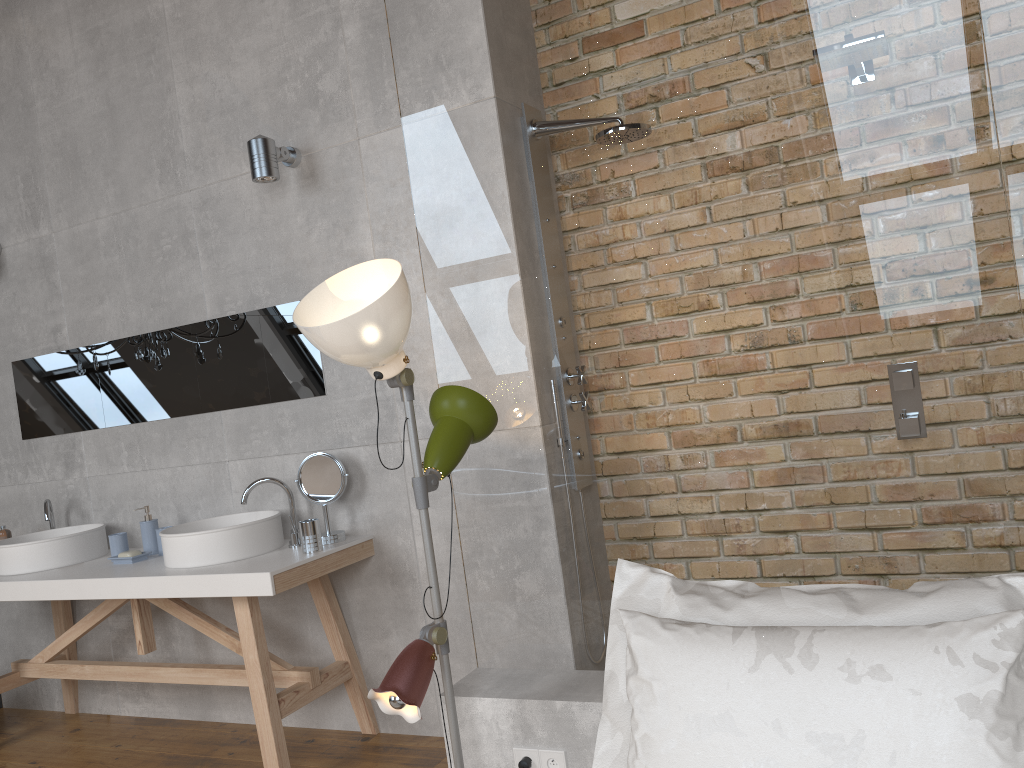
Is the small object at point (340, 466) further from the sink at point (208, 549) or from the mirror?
the mirror

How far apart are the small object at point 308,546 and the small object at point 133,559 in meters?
0.8

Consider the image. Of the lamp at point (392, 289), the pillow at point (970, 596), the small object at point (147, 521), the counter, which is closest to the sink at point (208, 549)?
the counter

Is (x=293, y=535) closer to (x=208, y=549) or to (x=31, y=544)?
(x=208, y=549)

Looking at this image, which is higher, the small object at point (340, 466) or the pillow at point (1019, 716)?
the small object at point (340, 466)

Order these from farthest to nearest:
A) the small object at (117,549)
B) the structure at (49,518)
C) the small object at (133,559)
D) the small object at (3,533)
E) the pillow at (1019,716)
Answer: the small object at (3,533), the structure at (49,518), the small object at (117,549), the small object at (133,559), the pillow at (1019,716)

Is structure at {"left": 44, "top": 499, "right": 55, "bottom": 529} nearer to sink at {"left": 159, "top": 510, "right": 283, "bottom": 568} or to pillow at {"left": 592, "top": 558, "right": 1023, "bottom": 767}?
sink at {"left": 159, "top": 510, "right": 283, "bottom": 568}

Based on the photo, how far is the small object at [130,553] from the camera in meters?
3.5

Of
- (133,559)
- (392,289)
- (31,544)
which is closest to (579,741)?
(392,289)

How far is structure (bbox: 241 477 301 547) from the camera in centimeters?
331cm
